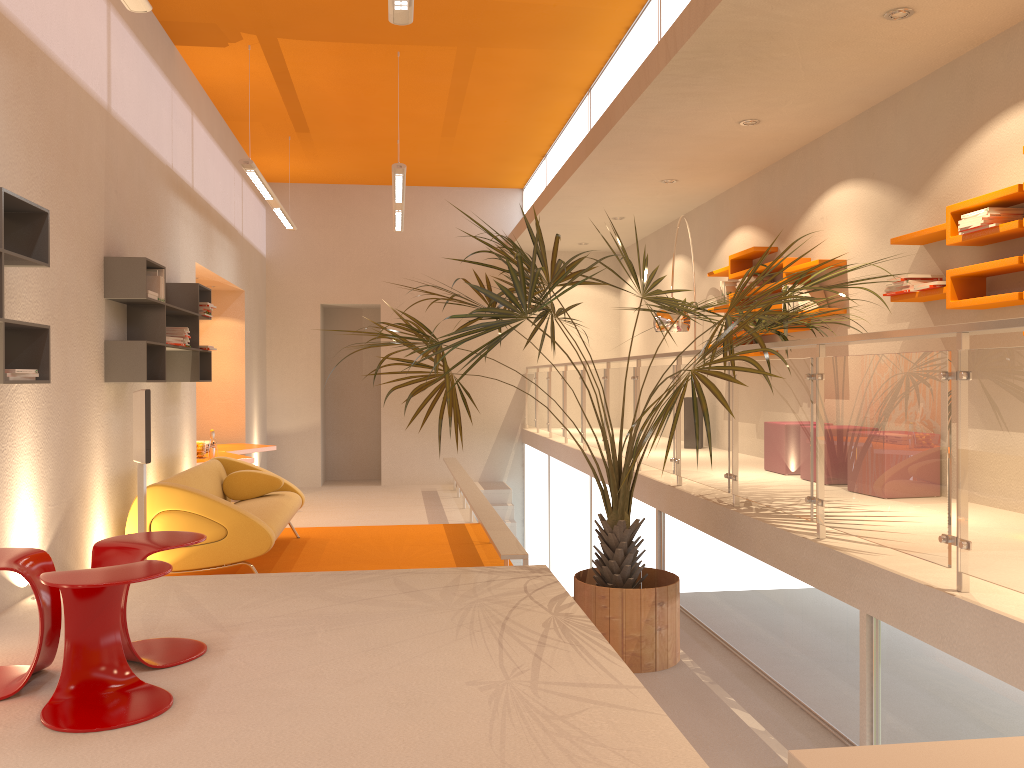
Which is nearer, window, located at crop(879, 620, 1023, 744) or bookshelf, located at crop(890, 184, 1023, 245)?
window, located at crop(879, 620, 1023, 744)

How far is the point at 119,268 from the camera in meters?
5.6 m

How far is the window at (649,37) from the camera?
6.52m

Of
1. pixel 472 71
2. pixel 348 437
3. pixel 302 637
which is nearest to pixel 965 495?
pixel 302 637

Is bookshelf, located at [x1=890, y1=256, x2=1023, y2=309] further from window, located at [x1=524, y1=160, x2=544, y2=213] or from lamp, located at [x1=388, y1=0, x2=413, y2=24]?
window, located at [x1=524, y1=160, x2=544, y2=213]

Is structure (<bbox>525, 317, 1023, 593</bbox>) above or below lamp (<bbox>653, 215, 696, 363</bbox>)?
below

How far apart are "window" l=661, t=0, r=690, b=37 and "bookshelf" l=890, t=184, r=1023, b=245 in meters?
2.0 m

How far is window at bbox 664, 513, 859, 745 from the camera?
3.7 meters

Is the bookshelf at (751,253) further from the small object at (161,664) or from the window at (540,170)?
the small object at (161,664)

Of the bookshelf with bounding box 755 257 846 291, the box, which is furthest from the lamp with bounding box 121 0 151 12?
the bookshelf with bounding box 755 257 846 291
